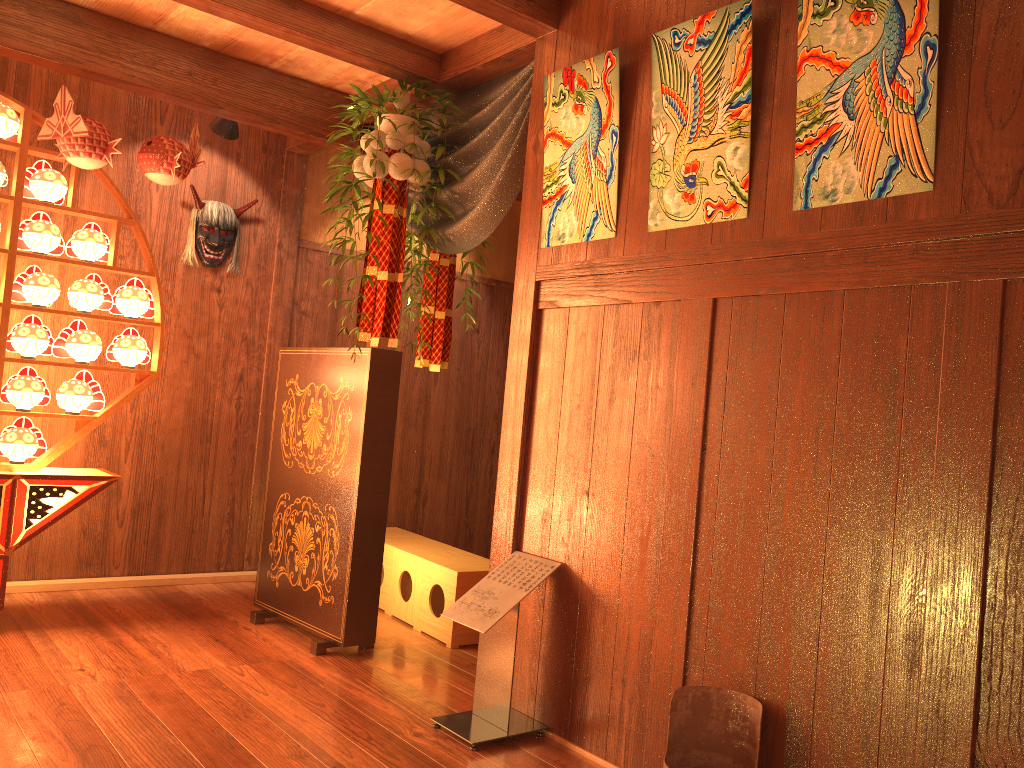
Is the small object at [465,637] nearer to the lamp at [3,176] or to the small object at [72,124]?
the small object at [72,124]

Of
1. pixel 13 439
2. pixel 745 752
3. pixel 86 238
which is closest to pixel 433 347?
pixel 86 238

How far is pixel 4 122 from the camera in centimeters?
370cm

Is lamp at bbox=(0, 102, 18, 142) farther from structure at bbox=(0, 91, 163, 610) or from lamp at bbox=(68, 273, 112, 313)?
lamp at bbox=(68, 273, 112, 313)

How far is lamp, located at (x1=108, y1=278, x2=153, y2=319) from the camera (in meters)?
4.02

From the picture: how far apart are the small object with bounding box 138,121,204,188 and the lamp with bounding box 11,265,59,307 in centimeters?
61cm

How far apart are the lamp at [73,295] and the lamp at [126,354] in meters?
0.1 m

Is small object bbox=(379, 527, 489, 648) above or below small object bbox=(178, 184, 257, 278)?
below

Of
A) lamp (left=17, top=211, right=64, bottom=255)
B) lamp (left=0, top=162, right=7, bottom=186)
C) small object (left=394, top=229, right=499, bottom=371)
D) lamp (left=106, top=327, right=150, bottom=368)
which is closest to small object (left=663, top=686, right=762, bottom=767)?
small object (left=394, top=229, right=499, bottom=371)

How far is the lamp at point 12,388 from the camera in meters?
3.8 m
